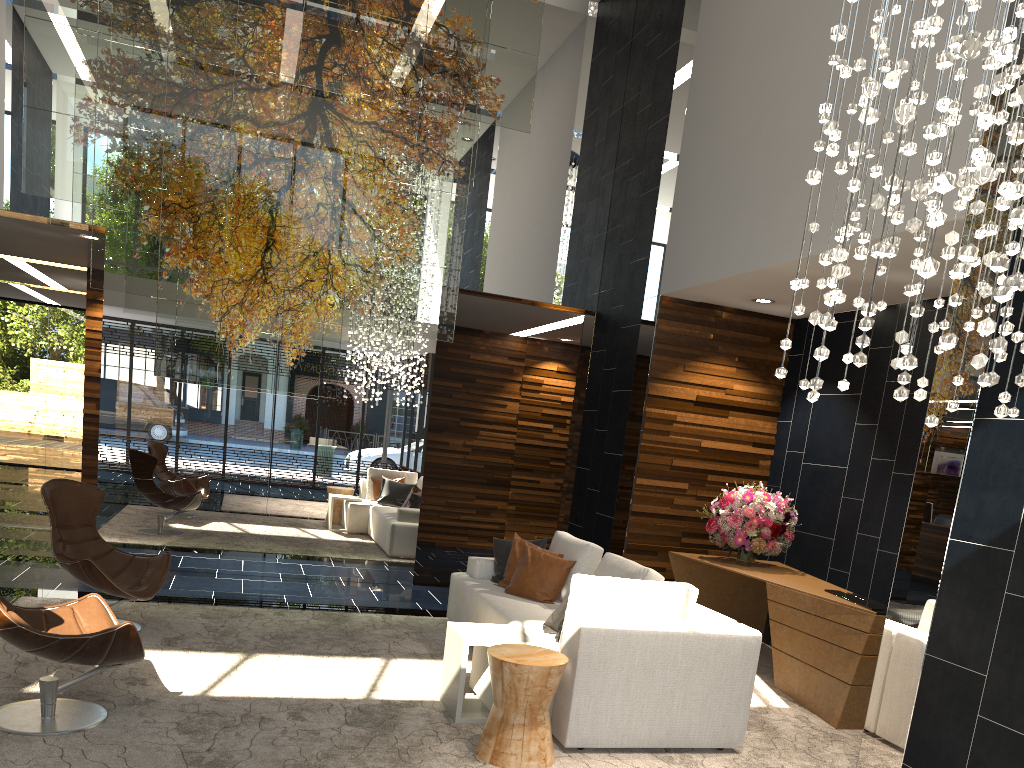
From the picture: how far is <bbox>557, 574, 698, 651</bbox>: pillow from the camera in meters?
4.3 m

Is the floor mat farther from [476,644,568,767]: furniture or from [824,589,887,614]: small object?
[824,589,887,614]: small object

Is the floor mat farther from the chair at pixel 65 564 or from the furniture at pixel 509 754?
the chair at pixel 65 564

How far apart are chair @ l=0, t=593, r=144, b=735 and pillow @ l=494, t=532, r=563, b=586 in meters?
2.8

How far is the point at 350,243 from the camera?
7.13m

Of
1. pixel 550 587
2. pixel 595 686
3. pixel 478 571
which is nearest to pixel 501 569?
pixel 478 571

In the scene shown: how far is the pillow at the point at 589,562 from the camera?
5.8m

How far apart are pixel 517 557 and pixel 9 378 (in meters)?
12.81

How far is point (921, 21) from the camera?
2.3m

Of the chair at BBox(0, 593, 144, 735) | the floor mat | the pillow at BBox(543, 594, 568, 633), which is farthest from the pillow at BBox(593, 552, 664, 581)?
the chair at BBox(0, 593, 144, 735)
